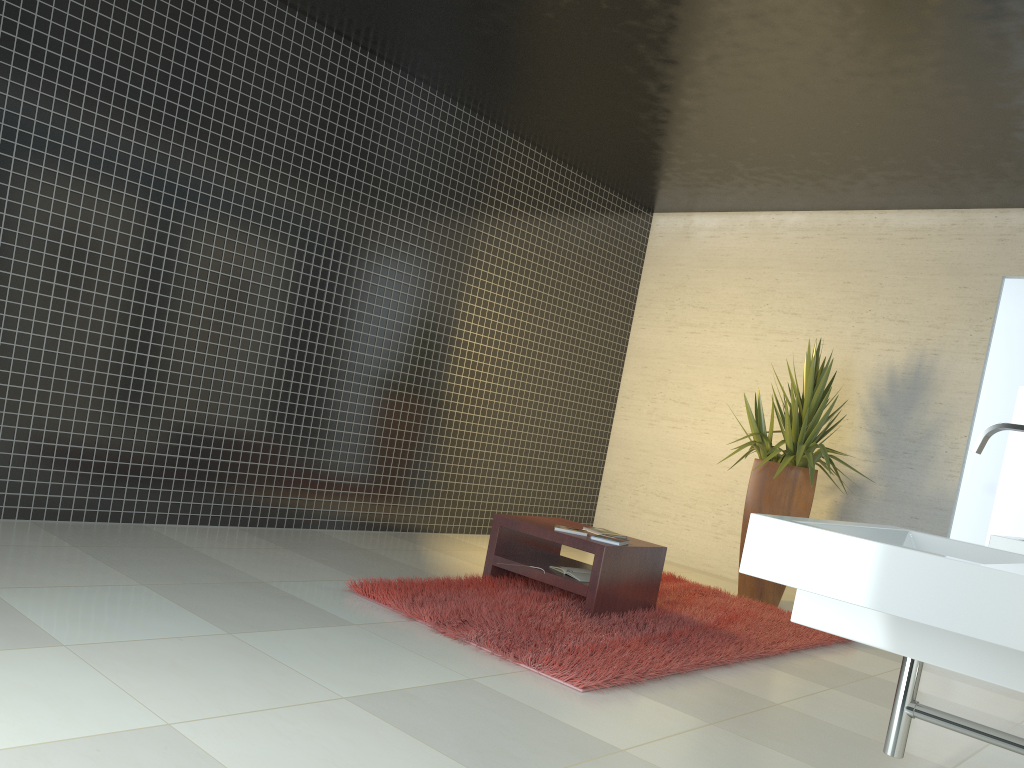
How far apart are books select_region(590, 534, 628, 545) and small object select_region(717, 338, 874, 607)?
1.85m

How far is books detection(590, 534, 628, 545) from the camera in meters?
4.9 m

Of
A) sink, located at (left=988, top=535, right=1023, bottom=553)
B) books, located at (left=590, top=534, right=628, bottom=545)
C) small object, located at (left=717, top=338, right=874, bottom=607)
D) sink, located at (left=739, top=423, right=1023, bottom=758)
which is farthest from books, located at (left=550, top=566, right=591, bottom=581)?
sink, located at (left=739, top=423, right=1023, bottom=758)

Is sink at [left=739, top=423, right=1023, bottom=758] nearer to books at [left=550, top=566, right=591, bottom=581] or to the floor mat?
the floor mat

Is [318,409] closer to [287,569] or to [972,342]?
[287,569]

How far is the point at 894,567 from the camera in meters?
1.5 m

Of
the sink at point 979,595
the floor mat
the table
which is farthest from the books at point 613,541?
the sink at point 979,595

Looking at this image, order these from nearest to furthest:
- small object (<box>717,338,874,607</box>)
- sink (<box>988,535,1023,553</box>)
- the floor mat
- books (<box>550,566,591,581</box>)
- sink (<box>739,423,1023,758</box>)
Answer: sink (<box>739,423,1023,758</box>), sink (<box>988,535,1023,553</box>), the floor mat, books (<box>550,566,591,581</box>), small object (<box>717,338,874,607</box>)

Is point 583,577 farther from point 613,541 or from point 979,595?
point 979,595

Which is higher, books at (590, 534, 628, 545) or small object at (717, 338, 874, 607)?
small object at (717, 338, 874, 607)
